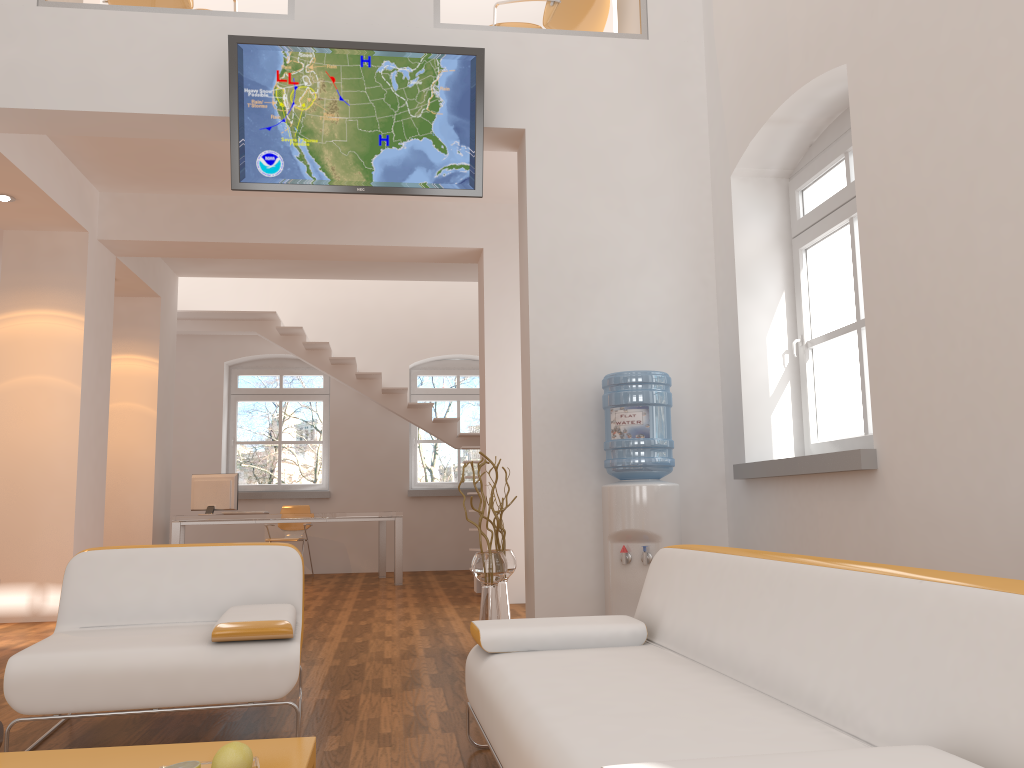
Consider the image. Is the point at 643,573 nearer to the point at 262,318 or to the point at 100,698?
the point at 100,698

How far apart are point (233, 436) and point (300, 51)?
7.3m

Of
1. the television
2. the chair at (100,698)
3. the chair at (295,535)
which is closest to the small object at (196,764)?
the chair at (100,698)

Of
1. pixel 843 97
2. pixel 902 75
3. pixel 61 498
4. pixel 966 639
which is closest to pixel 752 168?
pixel 843 97

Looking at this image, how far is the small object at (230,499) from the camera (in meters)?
9.02

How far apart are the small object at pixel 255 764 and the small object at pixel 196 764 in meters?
→ 0.1 m

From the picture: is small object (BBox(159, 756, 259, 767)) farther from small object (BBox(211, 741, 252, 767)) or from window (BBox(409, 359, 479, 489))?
window (BBox(409, 359, 479, 489))

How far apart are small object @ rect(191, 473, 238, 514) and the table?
6.8m

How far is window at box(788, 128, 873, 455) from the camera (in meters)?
4.31

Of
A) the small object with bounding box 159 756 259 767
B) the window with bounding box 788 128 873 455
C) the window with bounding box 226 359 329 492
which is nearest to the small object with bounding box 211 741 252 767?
the small object with bounding box 159 756 259 767
